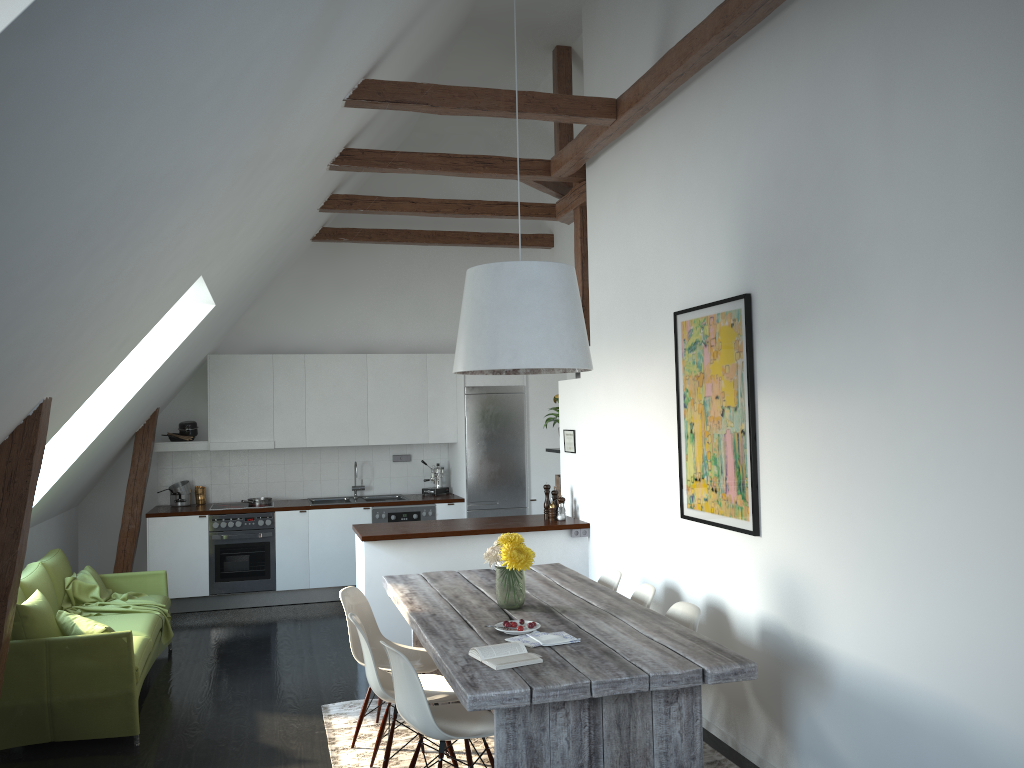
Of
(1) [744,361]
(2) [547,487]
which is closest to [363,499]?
(2) [547,487]

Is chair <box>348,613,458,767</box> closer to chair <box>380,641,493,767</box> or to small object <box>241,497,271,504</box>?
chair <box>380,641,493,767</box>

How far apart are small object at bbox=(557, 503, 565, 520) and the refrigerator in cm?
207

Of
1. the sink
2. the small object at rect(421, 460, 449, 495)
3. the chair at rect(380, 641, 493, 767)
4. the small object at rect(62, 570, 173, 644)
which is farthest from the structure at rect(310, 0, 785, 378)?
the small object at rect(62, 570, 173, 644)

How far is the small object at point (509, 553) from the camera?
4.3m

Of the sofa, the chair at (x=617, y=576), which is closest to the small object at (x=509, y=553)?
the chair at (x=617, y=576)

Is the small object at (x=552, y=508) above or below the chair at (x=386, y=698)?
above

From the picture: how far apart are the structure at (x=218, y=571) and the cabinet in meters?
0.1

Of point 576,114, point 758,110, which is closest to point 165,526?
point 576,114

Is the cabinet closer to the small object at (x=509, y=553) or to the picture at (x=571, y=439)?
the picture at (x=571, y=439)
